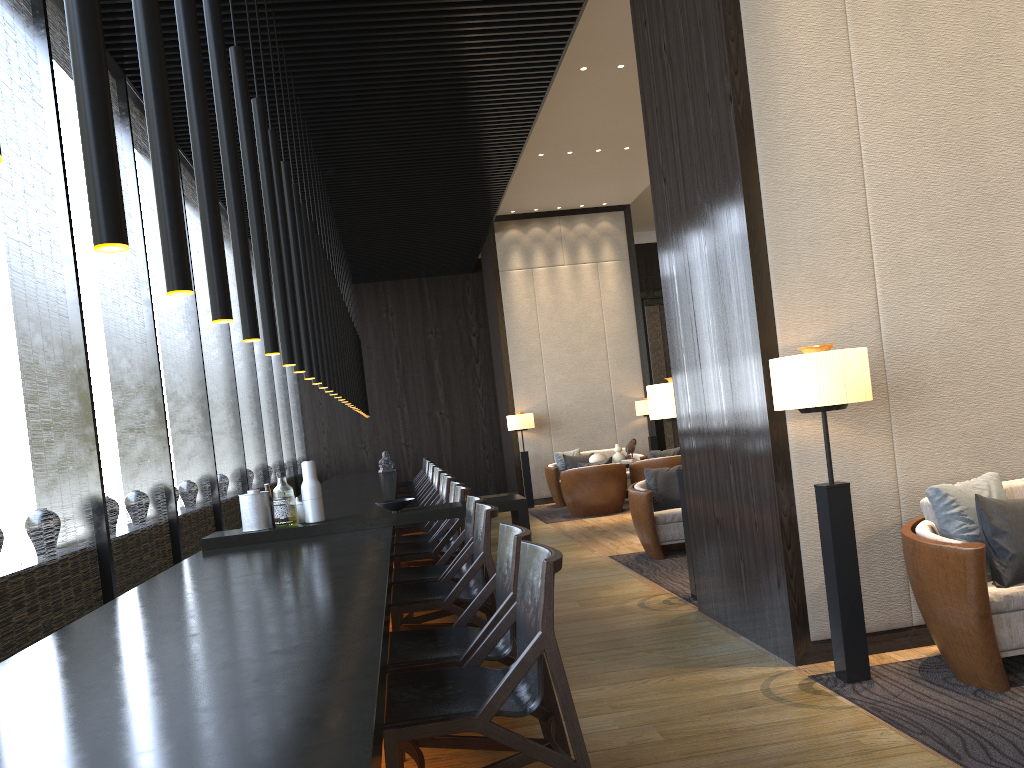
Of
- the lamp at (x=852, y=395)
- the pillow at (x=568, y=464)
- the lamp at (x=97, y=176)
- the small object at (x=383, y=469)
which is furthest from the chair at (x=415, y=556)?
the small object at (x=383, y=469)

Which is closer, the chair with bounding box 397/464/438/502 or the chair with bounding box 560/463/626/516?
the chair with bounding box 397/464/438/502

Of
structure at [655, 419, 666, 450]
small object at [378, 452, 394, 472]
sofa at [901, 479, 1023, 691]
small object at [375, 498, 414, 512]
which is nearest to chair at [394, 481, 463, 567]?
small object at [375, 498, 414, 512]

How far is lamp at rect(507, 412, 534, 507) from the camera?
12.2m

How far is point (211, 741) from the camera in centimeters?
147cm

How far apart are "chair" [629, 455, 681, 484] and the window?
4.40m

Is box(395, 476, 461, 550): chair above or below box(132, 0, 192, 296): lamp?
below

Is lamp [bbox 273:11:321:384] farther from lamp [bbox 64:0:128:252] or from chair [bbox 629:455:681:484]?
chair [bbox 629:455:681:484]

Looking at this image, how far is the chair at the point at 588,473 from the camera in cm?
1024

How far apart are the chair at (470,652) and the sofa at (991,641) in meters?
1.6
